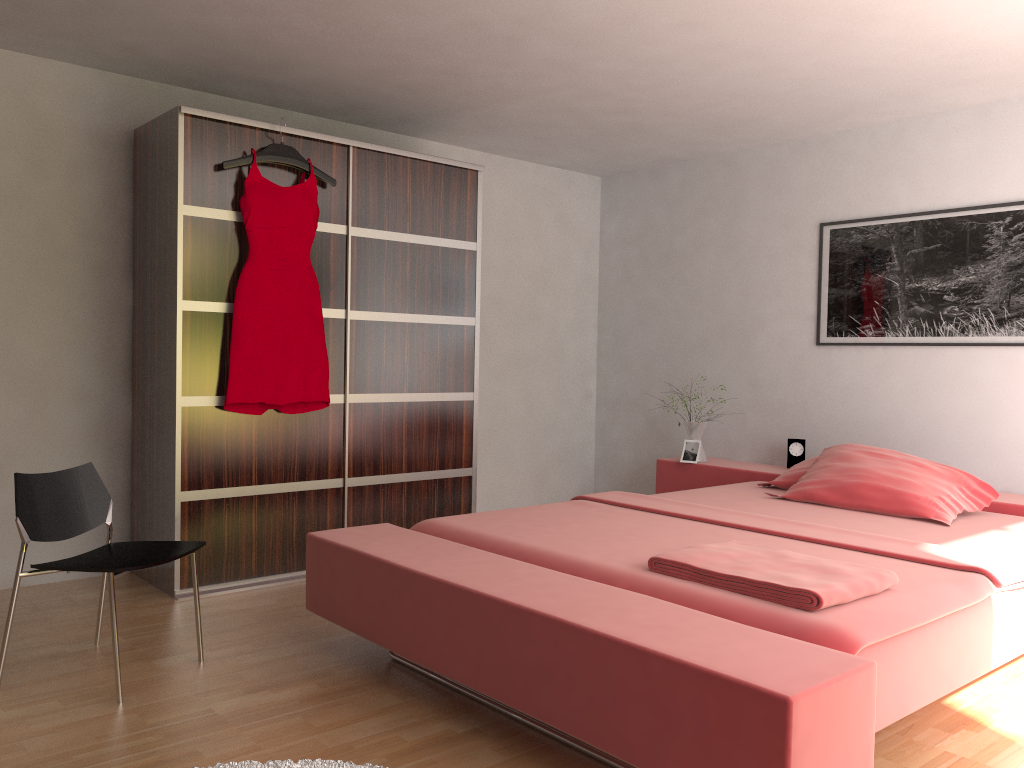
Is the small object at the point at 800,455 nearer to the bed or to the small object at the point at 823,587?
the bed

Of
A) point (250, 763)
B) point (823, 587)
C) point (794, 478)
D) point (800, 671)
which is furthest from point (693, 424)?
point (250, 763)

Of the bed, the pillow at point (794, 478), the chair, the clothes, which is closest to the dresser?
the clothes

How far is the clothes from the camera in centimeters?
370cm

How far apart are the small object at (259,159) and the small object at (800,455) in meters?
2.7

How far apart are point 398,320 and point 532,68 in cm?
131

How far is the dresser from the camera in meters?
3.6 m

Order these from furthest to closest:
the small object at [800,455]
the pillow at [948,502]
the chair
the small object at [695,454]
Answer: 1. the small object at [695,454]
2. the small object at [800,455]
3. the pillow at [948,502]
4. the chair

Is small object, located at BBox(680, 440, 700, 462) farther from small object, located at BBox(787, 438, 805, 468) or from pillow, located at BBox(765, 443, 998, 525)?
pillow, located at BBox(765, 443, 998, 525)

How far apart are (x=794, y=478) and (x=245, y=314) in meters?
2.6 m
